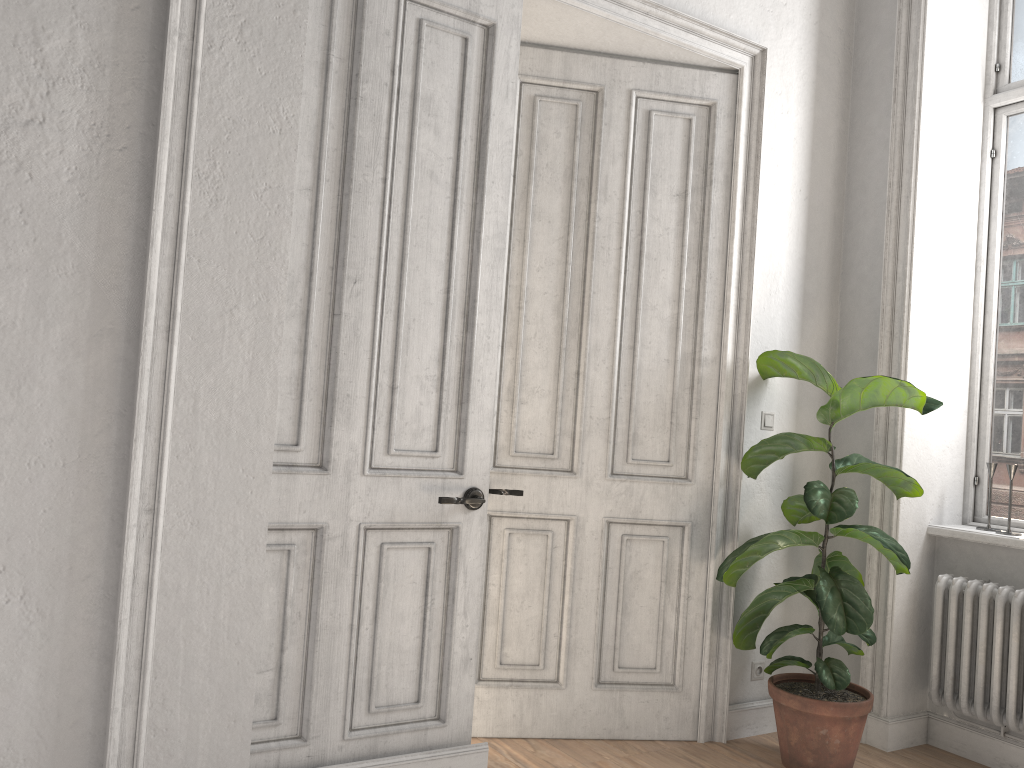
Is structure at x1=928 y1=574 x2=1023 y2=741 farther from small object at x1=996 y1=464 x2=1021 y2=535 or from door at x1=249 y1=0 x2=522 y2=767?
door at x1=249 y1=0 x2=522 y2=767

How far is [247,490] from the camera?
2.67m

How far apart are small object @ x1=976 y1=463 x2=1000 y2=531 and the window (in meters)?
0.16

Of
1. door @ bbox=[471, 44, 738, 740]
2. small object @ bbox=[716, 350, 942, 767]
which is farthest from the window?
door @ bbox=[471, 44, 738, 740]

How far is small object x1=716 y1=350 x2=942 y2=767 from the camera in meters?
3.3 m

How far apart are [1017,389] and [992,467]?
0.4m

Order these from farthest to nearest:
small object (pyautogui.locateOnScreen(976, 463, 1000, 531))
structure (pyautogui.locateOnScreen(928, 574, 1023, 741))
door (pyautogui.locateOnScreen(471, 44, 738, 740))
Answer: small object (pyautogui.locateOnScreen(976, 463, 1000, 531))
door (pyautogui.locateOnScreen(471, 44, 738, 740))
structure (pyautogui.locateOnScreen(928, 574, 1023, 741))

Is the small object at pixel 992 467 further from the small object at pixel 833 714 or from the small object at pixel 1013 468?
the small object at pixel 833 714

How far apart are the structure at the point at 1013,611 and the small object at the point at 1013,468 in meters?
0.5 m

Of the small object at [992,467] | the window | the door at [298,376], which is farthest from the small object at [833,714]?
the door at [298,376]
